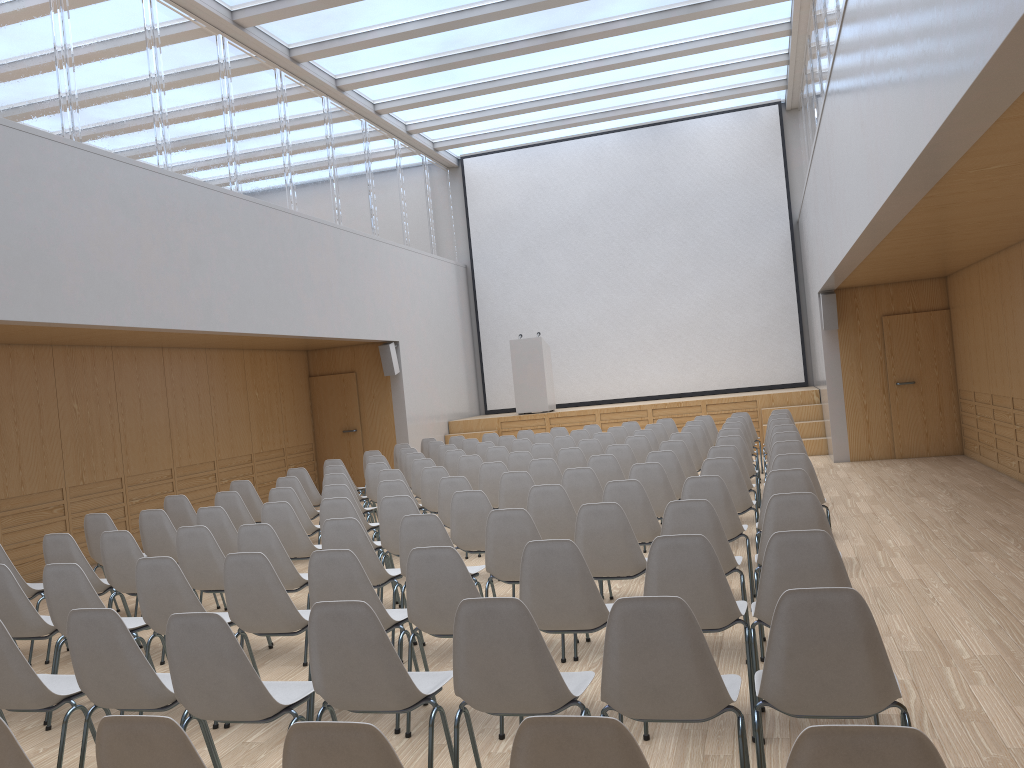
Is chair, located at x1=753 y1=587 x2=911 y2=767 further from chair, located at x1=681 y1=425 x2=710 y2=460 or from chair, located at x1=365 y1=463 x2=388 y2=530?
chair, located at x1=681 y1=425 x2=710 y2=460

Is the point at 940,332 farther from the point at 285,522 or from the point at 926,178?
the point at 285,522

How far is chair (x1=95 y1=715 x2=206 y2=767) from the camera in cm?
205

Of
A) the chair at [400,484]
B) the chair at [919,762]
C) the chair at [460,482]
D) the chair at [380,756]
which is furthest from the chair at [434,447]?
the chair at [919,762]

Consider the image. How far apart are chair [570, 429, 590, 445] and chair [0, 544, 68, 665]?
7.07m

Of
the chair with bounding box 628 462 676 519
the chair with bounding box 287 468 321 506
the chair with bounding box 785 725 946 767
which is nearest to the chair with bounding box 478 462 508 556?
the chair with bounding box 628 462 676 519

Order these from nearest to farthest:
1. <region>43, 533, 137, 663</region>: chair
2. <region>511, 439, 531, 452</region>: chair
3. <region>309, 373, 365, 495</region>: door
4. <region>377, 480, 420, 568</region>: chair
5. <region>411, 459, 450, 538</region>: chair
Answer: <region>43, 533, 137, 663</region>: chair
<region>377, 480, 420, 568</region>: chair
<region>411, 459, 450, 538</region>: chair
<region>511, 439, 531, 452</region>: chair
<region>309, 373, 365, 495</region>: door

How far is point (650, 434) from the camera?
10.66m

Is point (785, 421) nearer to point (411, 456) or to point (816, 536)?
point (411, 456)

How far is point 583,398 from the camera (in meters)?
Answer: 17.58
